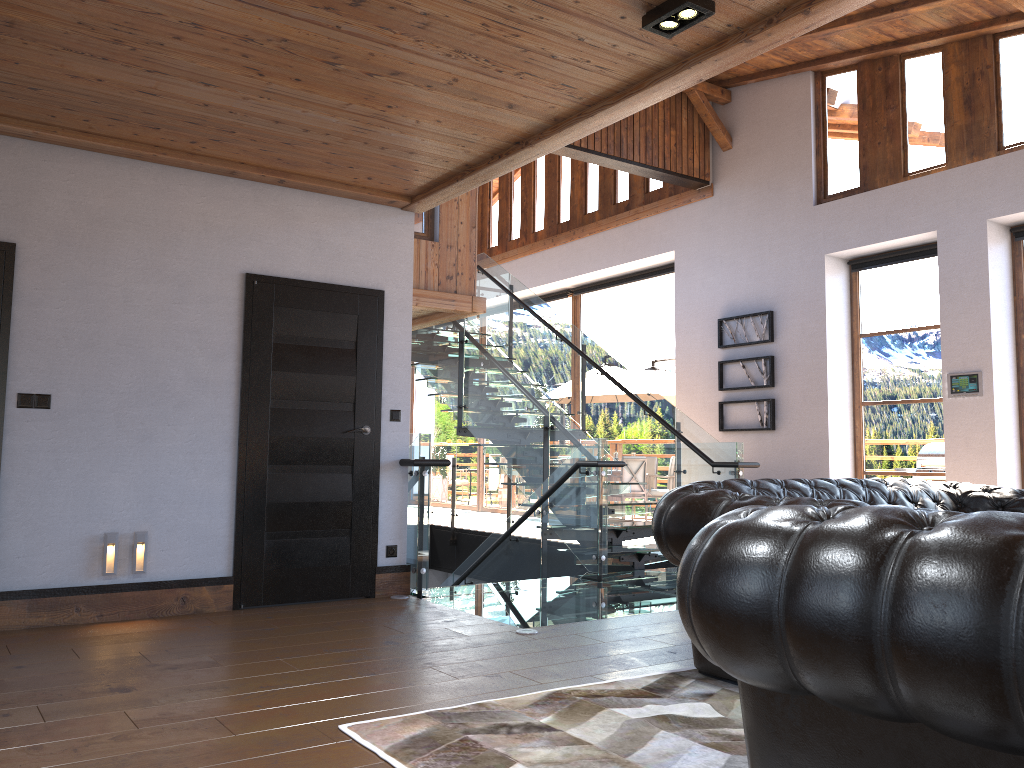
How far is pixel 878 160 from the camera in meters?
8.8 m

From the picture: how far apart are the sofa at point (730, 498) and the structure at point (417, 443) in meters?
1.4 m

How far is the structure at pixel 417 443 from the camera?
6.06m

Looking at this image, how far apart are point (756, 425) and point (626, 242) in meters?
3.3

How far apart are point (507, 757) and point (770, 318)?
7.71m

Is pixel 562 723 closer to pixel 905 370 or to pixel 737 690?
pixel 737 690

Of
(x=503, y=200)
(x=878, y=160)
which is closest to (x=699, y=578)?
(x=878, y=160)

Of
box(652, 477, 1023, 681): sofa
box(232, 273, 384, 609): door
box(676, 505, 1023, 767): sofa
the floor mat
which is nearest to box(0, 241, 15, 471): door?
box(232, 273, 384, 609): door

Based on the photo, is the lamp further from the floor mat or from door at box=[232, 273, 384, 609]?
door at box=[232, 273, 384, 609]

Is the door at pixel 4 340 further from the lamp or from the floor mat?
the lamp
